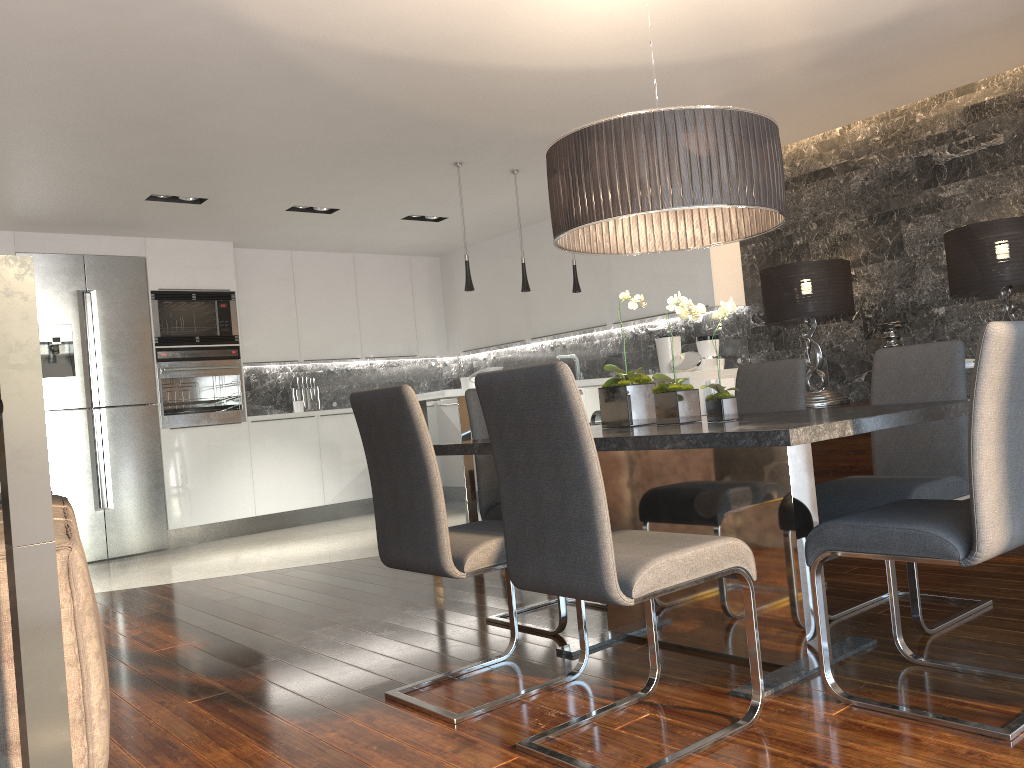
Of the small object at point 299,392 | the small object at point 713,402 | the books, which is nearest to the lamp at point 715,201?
the small object at point 713,402

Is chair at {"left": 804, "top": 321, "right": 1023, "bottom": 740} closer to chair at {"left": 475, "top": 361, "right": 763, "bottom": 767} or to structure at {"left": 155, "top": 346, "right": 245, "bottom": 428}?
chair at {"left": 475, "top": 361, "right": 763, "bottom": 767}

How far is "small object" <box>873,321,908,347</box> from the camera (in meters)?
5.21

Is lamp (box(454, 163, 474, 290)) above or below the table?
above

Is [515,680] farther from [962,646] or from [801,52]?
[801,52]

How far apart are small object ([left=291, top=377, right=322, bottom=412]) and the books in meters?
4.1 m

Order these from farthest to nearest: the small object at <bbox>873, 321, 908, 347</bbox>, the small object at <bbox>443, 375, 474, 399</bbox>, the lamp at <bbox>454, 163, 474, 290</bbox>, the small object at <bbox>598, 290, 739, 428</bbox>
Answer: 1. the small object at <bbox>443, 375, 474, 399</bbox>
2. the lamp at <bbox>454, 163, 474, 290</bbox>
3. the small object at <bbox>873, 321, 908, 347</bbox>
4. the small object at <bbox>598, 290, 739, 428</bbox>

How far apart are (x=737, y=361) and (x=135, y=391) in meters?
4.8

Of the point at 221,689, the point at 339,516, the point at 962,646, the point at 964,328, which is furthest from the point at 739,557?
the point at 339,516

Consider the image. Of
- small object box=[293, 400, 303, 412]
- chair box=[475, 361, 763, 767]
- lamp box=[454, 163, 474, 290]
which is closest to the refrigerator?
small object box=[293, 400, 303, 412]
